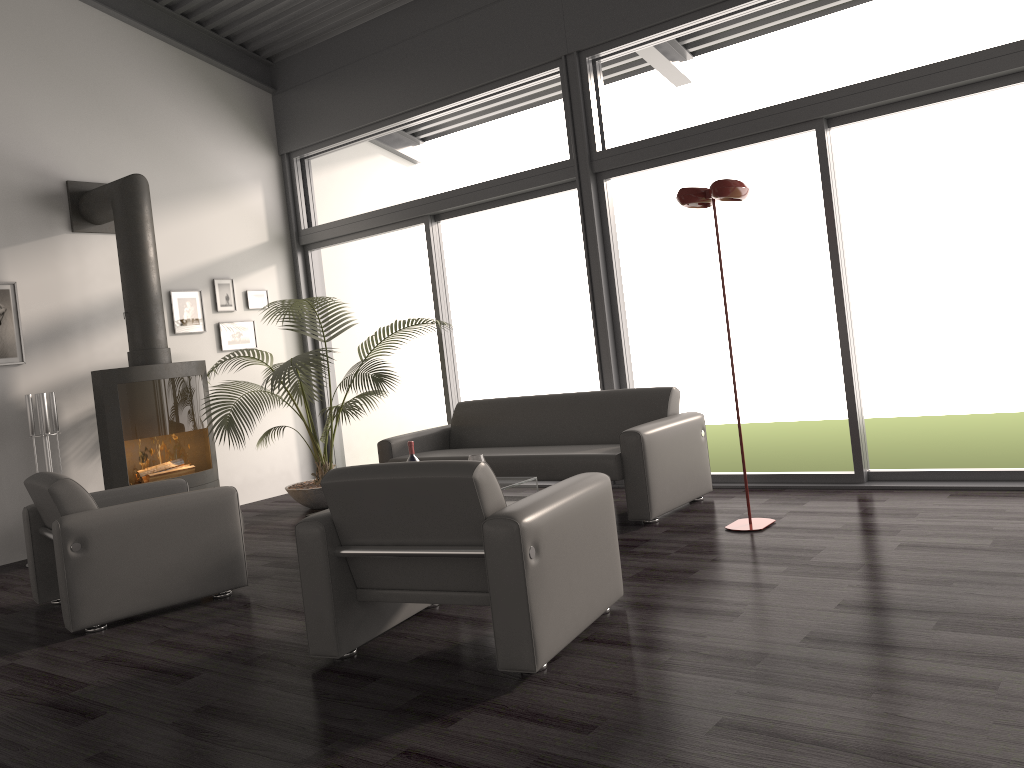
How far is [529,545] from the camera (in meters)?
2.88

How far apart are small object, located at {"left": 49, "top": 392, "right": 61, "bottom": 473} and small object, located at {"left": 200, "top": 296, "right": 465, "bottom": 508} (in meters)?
1.07

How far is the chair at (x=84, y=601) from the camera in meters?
4.0 m

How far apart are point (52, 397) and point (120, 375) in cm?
46

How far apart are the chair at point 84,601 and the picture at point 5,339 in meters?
1.9

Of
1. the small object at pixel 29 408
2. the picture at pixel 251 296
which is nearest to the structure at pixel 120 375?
the small object at pixel 29 408

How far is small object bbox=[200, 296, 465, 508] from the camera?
6.2m

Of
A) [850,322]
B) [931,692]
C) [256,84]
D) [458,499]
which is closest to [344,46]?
[256,84]

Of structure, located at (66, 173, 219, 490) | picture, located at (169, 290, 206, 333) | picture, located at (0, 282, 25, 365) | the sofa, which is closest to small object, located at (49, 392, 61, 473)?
structure, located at (66, 173, 219, 490)

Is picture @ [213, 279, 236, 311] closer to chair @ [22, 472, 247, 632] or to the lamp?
chair @ [22, 472, 247, 632]
